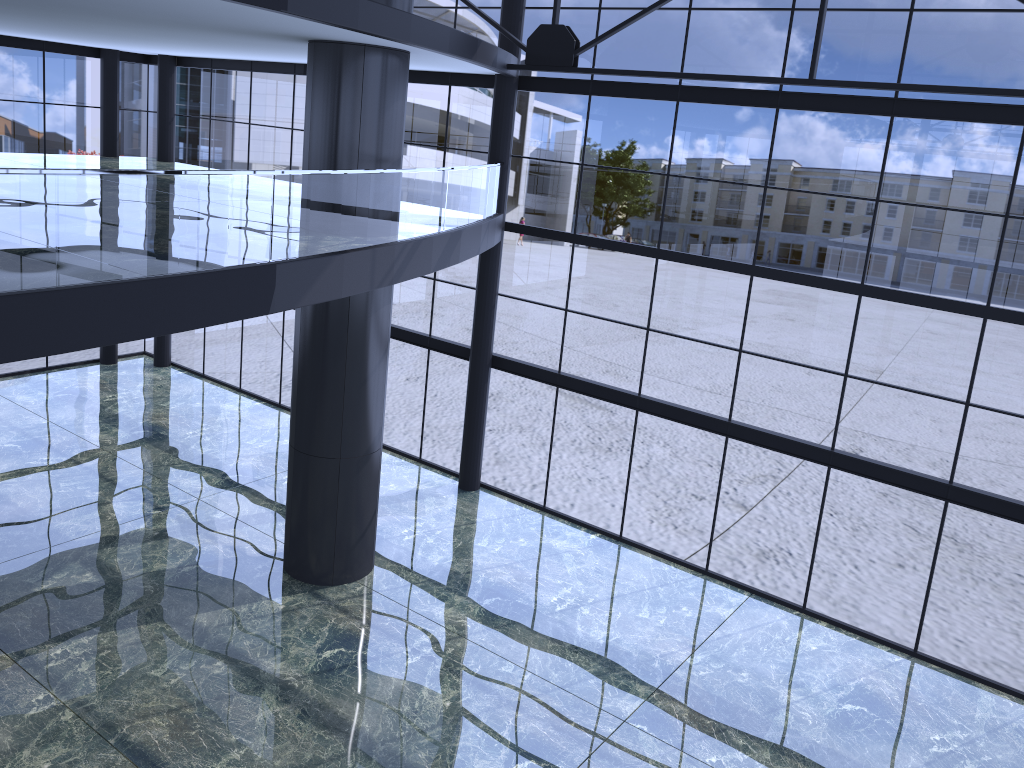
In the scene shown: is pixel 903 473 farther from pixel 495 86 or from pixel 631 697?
pixel 495 86
